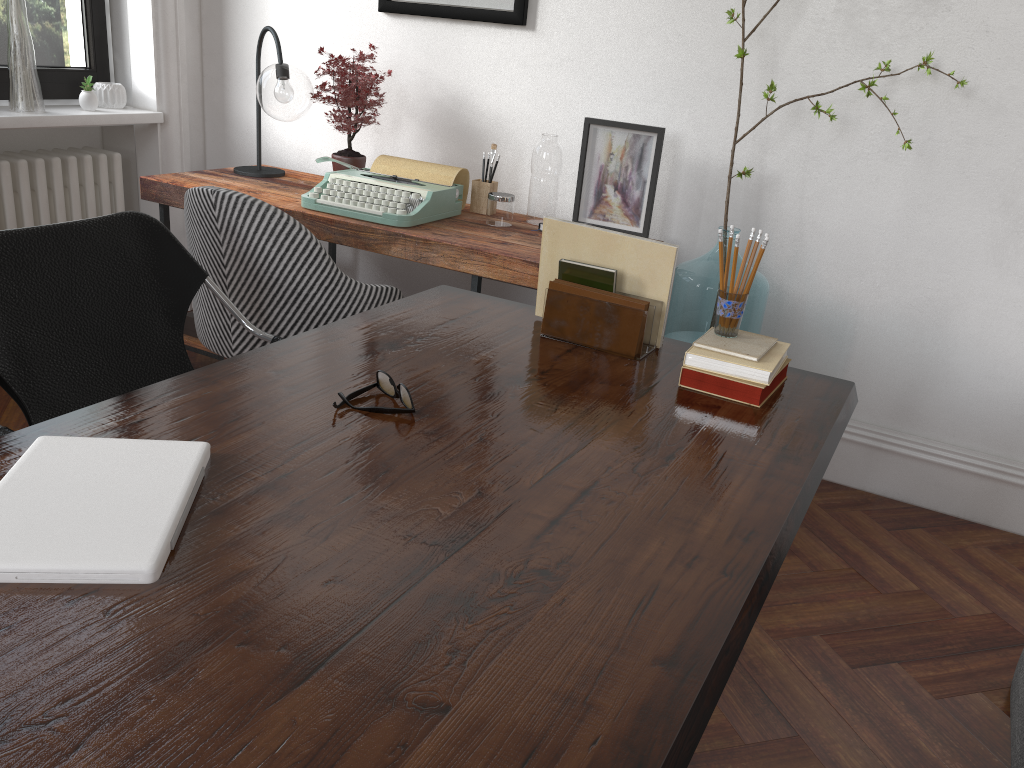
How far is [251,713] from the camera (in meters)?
0.79

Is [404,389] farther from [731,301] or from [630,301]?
[731,301]

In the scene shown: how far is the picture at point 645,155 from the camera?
3.0 meters

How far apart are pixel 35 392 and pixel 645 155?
1.99m

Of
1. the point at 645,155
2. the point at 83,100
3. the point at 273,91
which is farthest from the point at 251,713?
the point at 83,100

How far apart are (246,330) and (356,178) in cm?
78

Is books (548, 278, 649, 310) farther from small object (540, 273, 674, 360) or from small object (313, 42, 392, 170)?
small object (313, 42, 392, 170)

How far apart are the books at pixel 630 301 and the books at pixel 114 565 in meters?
0.9

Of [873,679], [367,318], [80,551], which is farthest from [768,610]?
[80,551]

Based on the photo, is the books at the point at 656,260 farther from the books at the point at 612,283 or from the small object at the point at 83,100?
the small object at the point at 83,100
